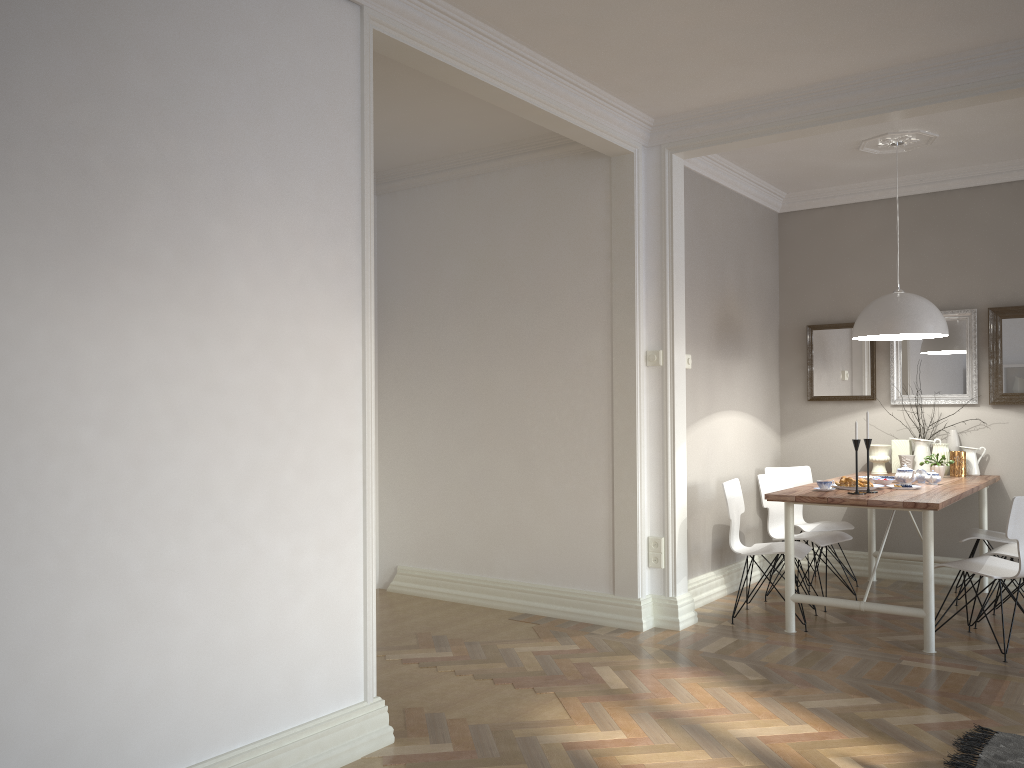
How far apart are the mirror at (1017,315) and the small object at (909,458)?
0.63m

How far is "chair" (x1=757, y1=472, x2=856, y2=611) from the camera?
5.4 meters

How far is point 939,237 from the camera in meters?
6.1 m

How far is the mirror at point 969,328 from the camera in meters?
5.9

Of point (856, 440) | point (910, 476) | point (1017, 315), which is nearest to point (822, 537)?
point (910, 476)

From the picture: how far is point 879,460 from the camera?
6.0 meters

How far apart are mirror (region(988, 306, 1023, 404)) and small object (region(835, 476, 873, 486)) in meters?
1.5

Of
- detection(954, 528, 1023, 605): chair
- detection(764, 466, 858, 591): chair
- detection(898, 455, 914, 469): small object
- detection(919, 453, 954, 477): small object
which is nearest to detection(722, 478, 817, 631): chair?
detection(764, 466, 858, 591): chair

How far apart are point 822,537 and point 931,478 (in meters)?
0.71

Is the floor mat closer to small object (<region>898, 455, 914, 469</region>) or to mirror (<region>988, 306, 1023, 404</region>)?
small object (<region>898, 455, 914, 469</region>)
